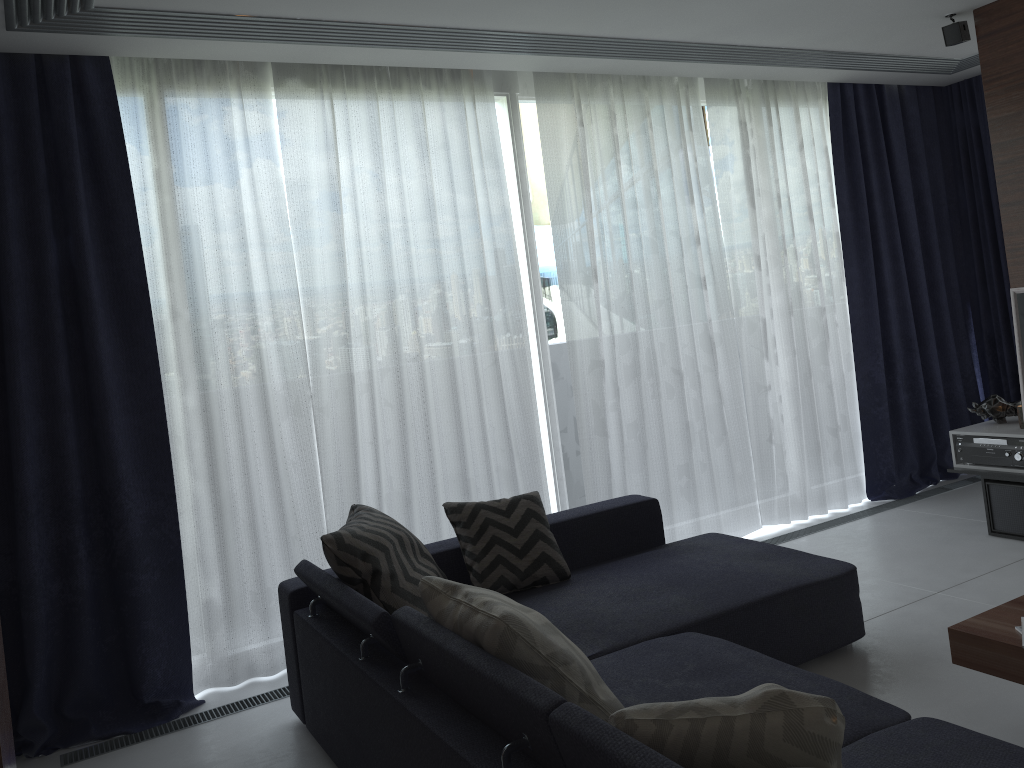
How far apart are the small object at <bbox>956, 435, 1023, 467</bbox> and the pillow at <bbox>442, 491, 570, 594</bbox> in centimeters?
241cm

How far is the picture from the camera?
4.15m

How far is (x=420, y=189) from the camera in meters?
4.1

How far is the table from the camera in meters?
2.3

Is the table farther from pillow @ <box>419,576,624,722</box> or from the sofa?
pillow @ <box>419,576,624,722</box>

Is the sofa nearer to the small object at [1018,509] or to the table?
the table

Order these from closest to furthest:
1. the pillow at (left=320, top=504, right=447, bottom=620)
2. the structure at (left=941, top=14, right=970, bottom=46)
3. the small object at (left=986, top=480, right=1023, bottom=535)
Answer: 1. the pillow at (left=320, top=504, right=447, bottom=620)
2. the structure at (left=941, top=14, right=970, bottom=46)
3. the small object at (left=986, top=480, right=1023, bottom=535)

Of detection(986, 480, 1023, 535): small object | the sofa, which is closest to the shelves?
detection(986, 480, 1023, 535): small object

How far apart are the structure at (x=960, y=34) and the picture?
1.2m

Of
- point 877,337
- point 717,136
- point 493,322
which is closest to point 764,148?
point 717,136
